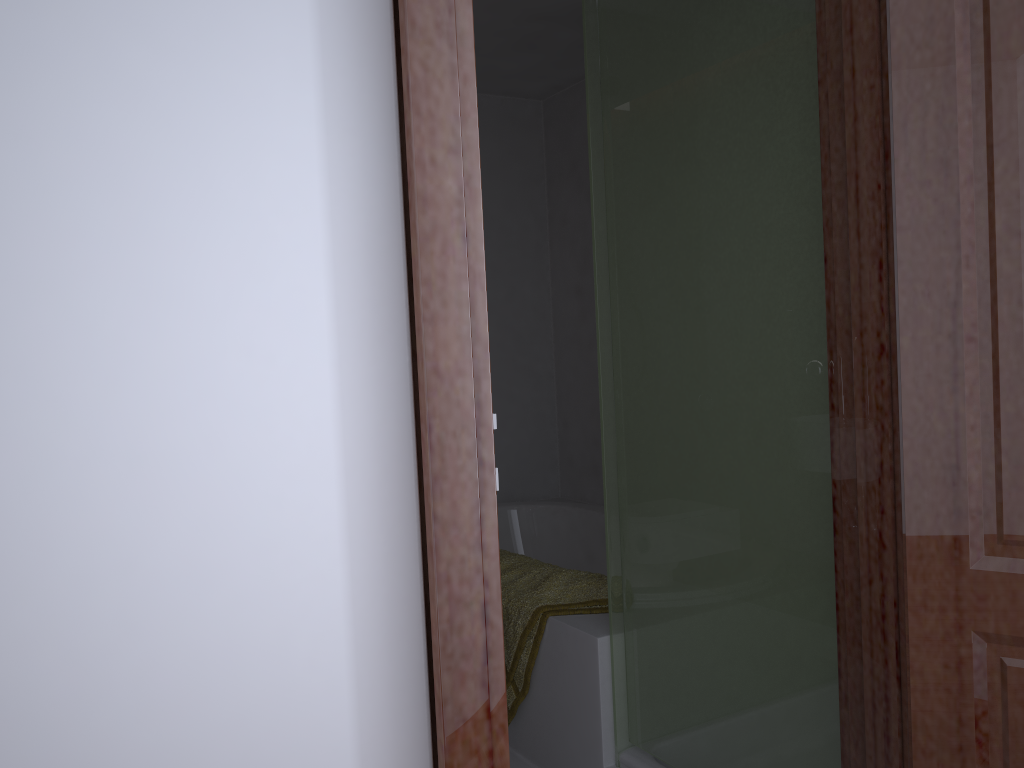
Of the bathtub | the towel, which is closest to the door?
the towel

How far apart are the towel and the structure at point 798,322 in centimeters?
20cm

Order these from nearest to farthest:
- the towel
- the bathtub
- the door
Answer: the door, the towel, the bathtub

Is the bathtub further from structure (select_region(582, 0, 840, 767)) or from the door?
the door

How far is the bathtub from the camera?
3.7m

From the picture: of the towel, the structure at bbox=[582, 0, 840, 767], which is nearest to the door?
the structure at bbox=[582, 0, 840, 767]

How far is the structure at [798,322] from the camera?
1.65m

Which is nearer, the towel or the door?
the door

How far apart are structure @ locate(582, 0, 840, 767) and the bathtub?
1.4m

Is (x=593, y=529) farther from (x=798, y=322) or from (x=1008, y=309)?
(x=1008, y=309)
